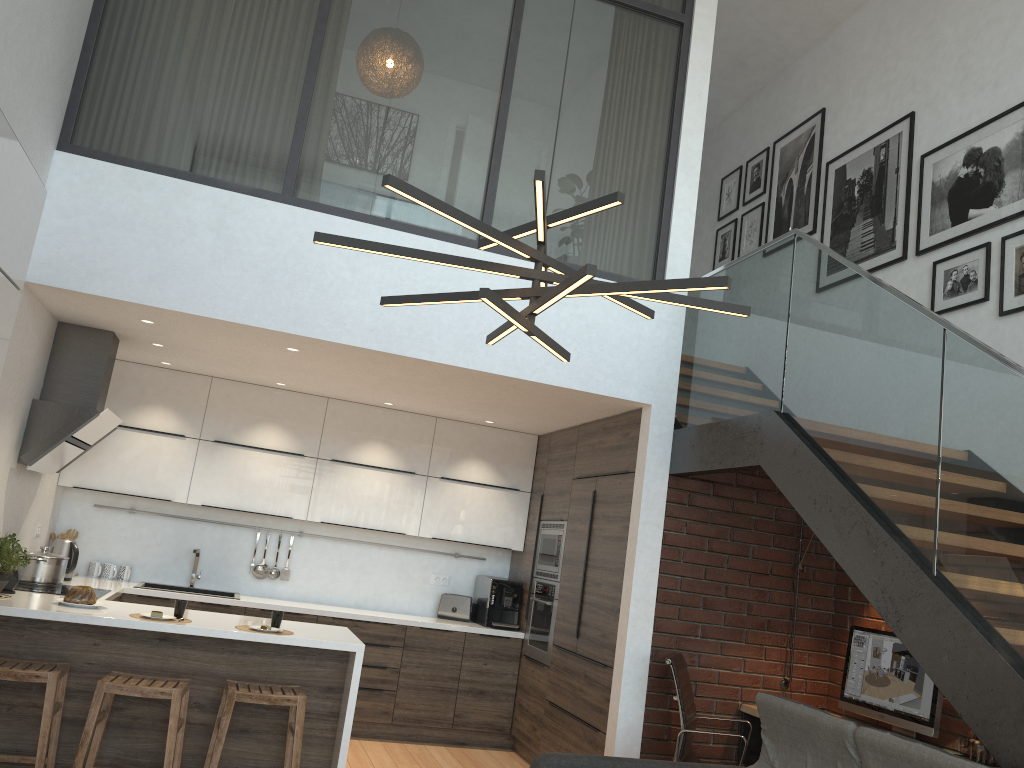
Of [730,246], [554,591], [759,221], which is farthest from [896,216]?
[554,591]

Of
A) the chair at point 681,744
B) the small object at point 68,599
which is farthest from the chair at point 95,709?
the chair at point 681,744

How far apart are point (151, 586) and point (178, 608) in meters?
2.0

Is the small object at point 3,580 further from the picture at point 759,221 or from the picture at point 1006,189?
the picture at point 759,221

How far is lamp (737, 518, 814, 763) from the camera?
5.28m

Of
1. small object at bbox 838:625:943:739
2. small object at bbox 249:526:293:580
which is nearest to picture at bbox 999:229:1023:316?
small object at bbox 838:625:943:739

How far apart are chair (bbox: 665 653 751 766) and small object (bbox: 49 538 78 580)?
3.9m

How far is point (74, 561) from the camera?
5.79m

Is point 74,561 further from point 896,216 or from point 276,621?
point 896,216

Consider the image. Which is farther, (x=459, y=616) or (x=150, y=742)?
(x=459, y=616)
